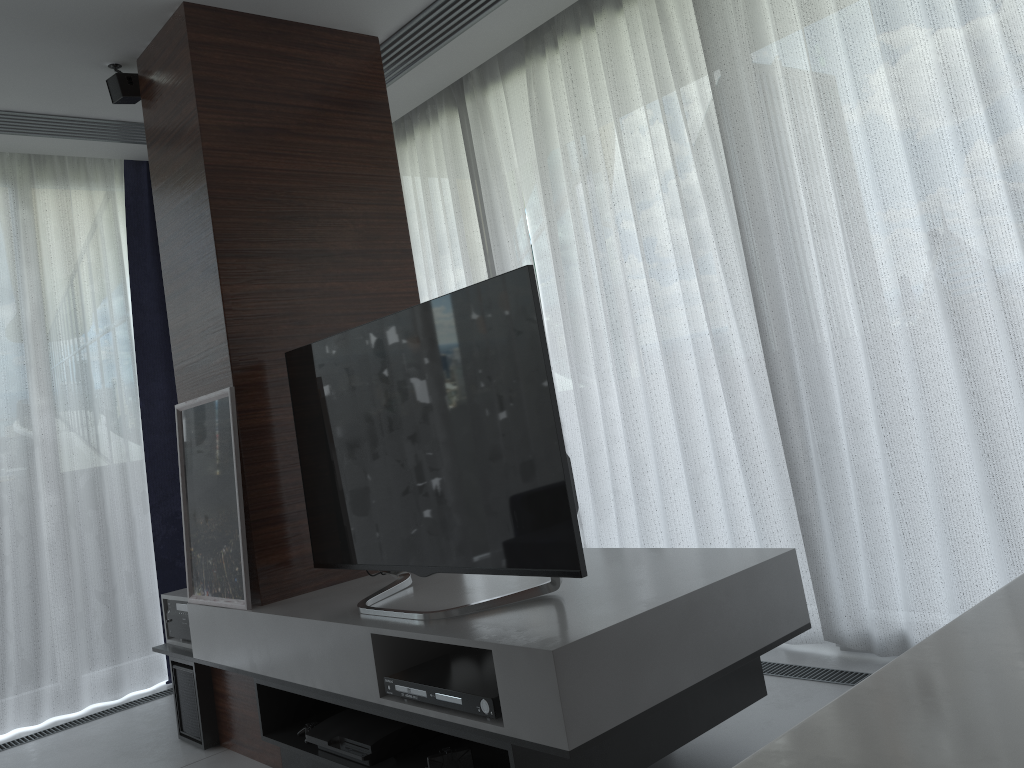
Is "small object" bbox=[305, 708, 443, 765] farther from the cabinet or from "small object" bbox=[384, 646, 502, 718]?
the cabinet

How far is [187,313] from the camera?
3.1 meters

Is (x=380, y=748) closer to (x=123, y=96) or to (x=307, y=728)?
(x=307, y=728)

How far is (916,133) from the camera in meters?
2.6 m

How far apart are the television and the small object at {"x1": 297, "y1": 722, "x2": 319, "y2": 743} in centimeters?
47cm

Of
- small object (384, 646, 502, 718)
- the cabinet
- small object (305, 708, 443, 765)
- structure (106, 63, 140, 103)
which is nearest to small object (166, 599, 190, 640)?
small object (305, 708, 443, 765)

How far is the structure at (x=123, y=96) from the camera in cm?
333

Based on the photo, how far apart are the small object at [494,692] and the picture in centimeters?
80cm

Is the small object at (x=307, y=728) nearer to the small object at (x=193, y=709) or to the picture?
the picture

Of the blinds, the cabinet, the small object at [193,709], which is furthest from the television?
the cabinet
